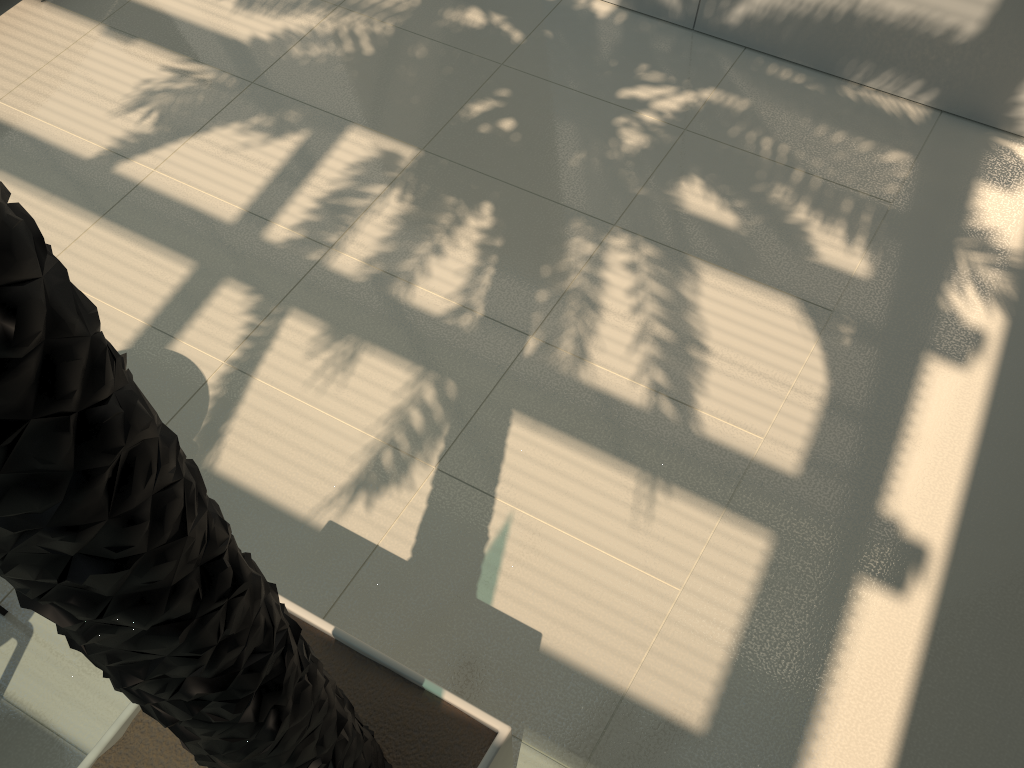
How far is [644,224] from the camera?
4.5m

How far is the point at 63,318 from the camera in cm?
79

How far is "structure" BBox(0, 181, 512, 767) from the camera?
0.79m

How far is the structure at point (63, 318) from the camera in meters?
0.8
